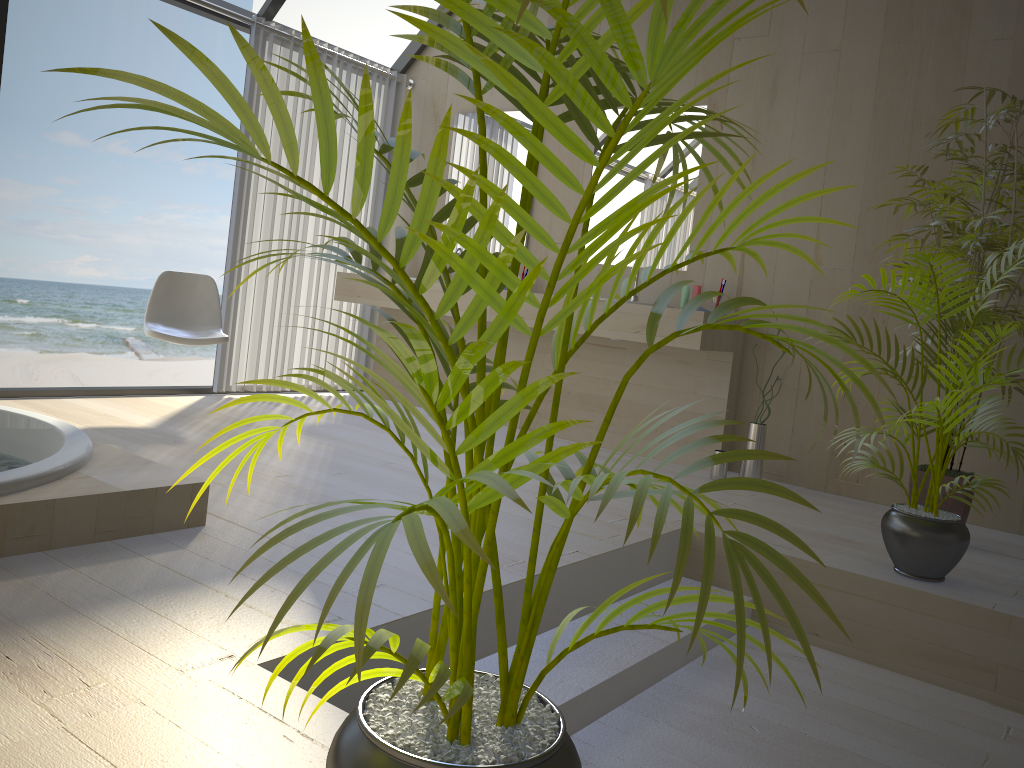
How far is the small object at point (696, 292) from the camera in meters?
4.4 m

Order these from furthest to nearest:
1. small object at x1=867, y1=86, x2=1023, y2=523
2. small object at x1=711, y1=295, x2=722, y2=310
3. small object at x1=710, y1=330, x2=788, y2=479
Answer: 1. small object at x1=711, y1=295, x2=722, y2=310
2. small object at x1=710, y1=330, x2=788, y2=479
3. small object at x1=867, y1=86, x2=1023, y2=523

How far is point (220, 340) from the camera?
4.2 meters

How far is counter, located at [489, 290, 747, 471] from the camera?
4.2 meters

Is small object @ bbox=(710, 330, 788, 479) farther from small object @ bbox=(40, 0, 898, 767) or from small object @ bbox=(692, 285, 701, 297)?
small object @ bbox=(40, 0, 898, 767)

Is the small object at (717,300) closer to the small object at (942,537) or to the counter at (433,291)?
the counter at (433,291)

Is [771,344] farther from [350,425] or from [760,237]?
[760,237]

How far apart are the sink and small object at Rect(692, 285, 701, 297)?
0.33m

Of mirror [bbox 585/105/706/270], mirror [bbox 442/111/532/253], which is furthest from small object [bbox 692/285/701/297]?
mirror [bbox 442/111/532/253]

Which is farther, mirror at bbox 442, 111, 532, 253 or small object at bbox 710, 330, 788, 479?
mirror at bbox 442, 111, 532, 253
